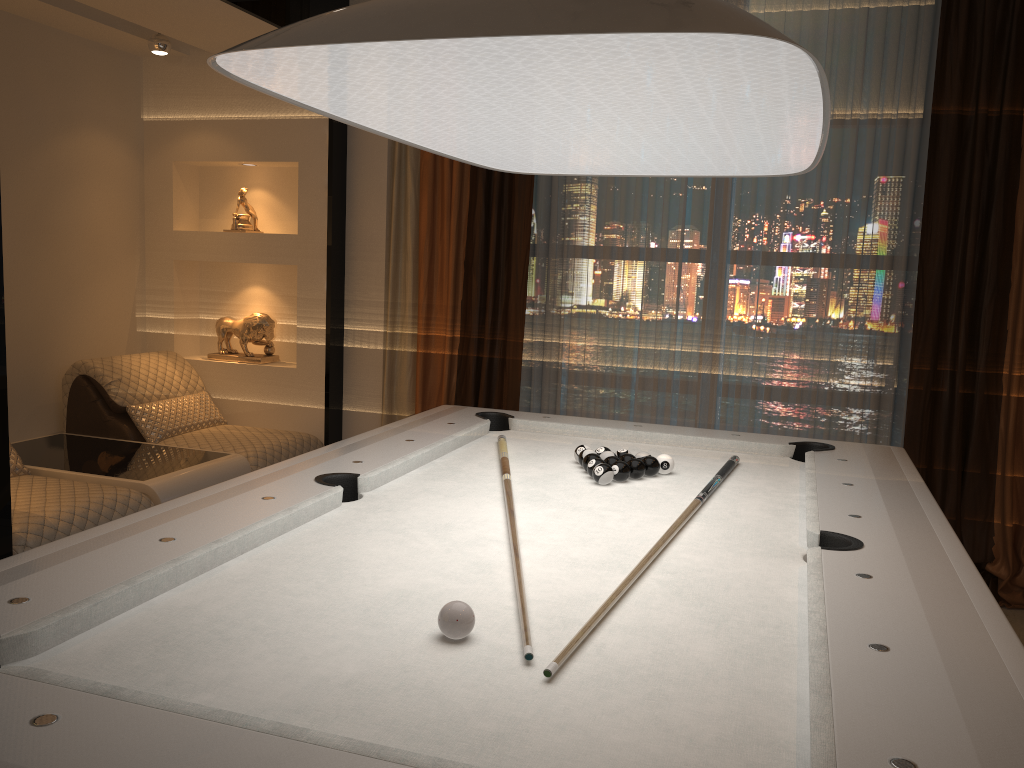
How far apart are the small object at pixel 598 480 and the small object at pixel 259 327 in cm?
261

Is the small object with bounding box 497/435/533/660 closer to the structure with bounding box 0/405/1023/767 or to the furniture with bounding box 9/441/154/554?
the structure with bounding box 0/405/1023/767

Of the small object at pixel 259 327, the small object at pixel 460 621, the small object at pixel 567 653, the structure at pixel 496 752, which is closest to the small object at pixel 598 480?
the structure at pixel 496 752

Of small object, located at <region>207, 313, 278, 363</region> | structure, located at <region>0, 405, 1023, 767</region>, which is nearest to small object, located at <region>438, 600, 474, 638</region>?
structure, located at <region>0, 405, 1023, 767</region>

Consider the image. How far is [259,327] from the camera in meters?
4.7 m

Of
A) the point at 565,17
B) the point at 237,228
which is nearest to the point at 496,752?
the point at 565,17

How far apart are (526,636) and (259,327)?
3.7 meters

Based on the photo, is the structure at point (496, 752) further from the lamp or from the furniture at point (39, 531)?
the furniture at point (39, 531)

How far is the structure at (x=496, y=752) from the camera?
1.03m

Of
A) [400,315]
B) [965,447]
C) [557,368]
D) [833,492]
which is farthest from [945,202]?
[400,315]
